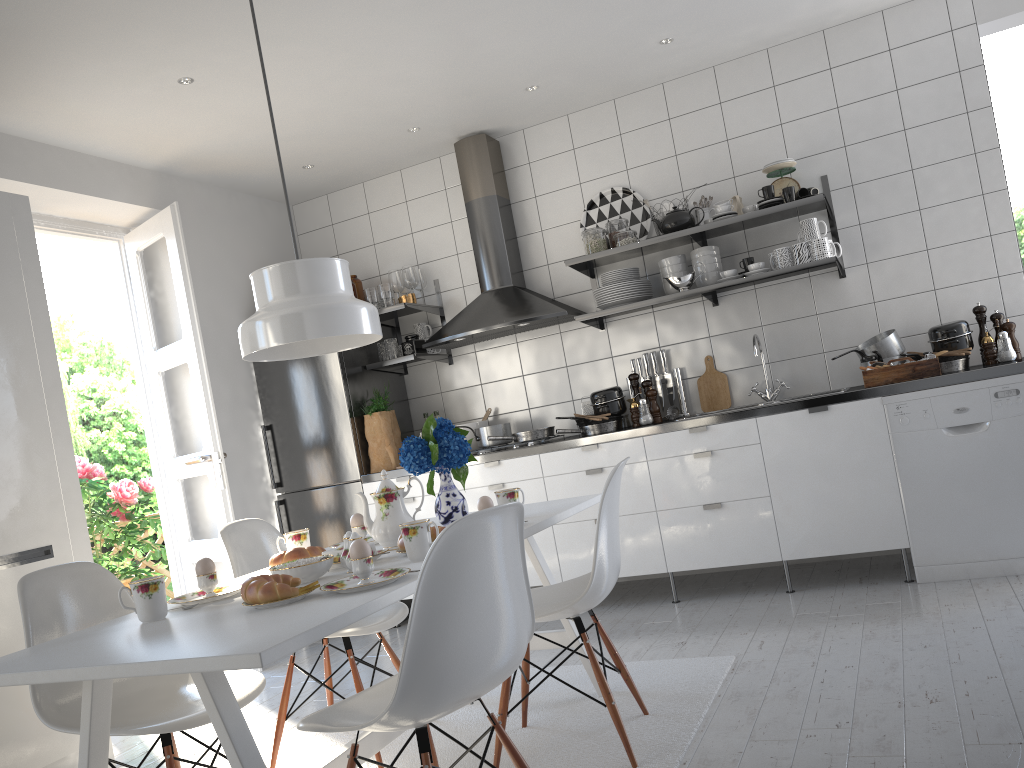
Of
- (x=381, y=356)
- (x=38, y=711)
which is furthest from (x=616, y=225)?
(x=38, y=711)

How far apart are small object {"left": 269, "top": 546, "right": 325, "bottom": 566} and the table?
0.2m

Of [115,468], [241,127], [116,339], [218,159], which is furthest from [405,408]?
[116,339]

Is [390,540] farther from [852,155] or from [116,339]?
[116,339]

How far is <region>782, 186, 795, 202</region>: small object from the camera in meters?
4.1

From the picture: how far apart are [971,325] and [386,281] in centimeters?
319cm

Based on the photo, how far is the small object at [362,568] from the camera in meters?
1.9

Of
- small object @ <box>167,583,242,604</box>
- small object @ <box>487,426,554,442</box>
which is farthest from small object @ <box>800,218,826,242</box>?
small object @ <box>167,583,242,604</box>

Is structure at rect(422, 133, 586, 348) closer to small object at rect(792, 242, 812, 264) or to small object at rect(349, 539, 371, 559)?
small object at rect(792, 242, 812, 264)

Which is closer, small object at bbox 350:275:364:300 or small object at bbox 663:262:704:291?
small object at bbox 663:262:704:291
